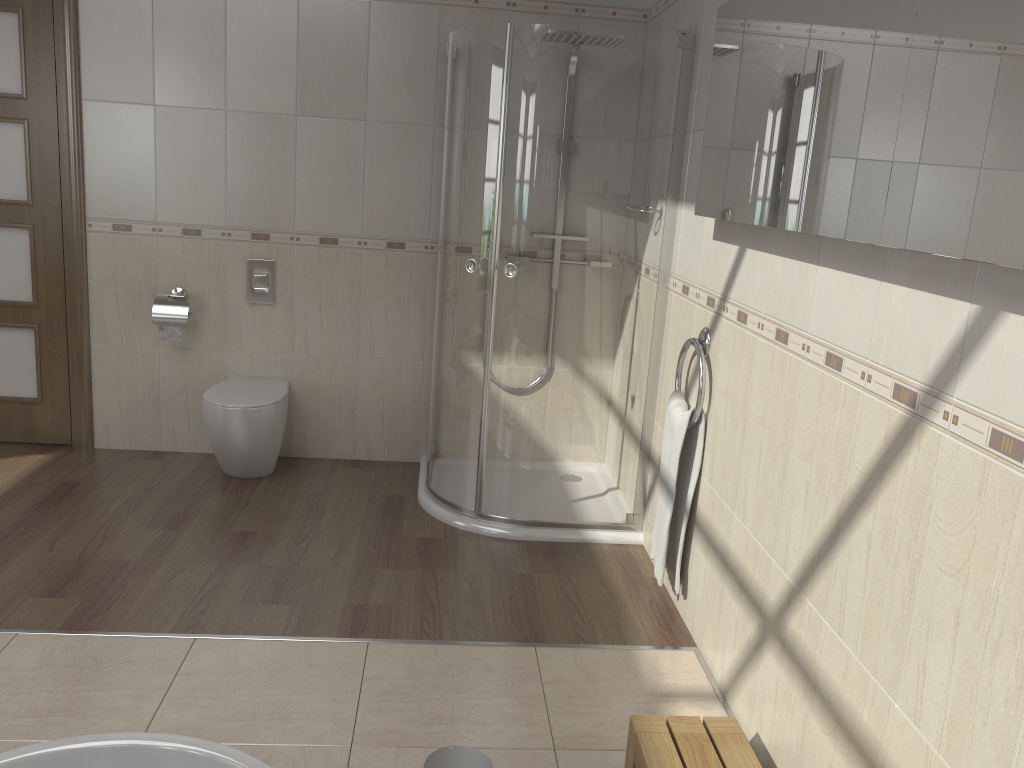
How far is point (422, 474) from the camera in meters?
4.0 m

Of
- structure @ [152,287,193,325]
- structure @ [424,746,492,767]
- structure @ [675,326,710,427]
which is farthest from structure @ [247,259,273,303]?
structure @ [424,746,492,767]

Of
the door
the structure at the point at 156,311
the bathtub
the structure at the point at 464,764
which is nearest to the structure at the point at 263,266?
the structure at the point at 156,311

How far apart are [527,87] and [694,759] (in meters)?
2.24

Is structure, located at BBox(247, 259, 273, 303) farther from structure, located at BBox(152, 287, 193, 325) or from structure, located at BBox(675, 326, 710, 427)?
structure, located at BBox(675, 326, 710, 427)

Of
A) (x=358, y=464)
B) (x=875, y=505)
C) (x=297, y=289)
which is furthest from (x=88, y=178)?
(x=875, y=505)

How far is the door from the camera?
3.78m

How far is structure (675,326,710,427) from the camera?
2.71m

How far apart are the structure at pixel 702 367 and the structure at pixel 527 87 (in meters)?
0.40

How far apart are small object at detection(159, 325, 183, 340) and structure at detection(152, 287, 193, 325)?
0.0m
